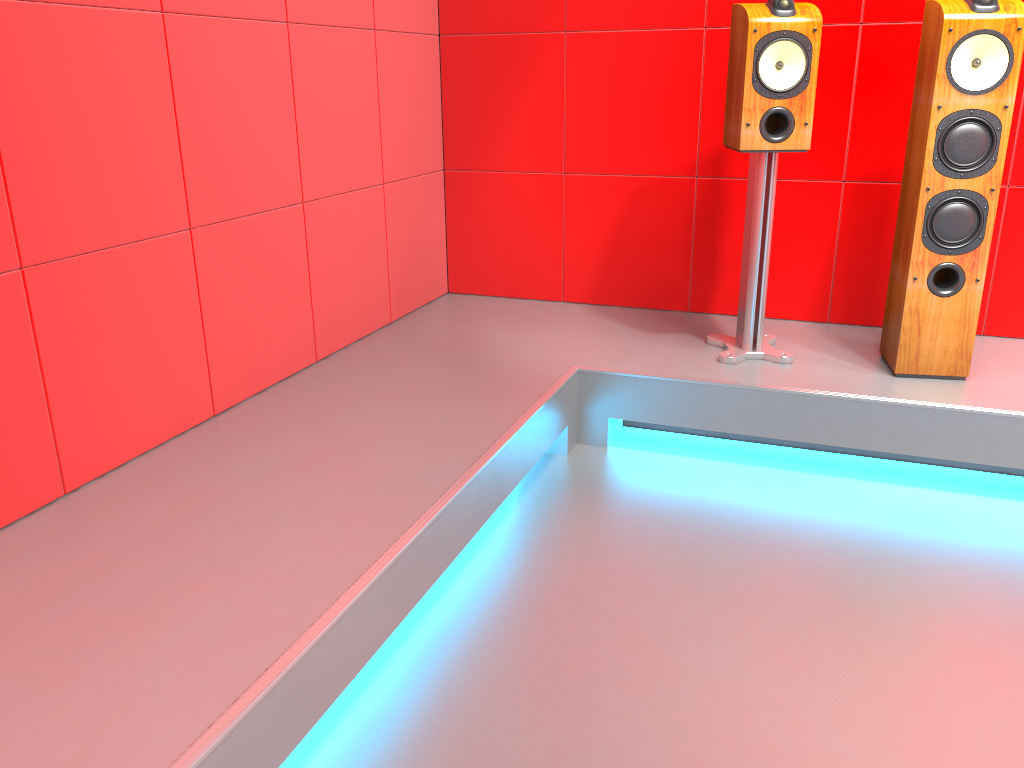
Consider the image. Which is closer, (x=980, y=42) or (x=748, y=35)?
(x=980, y=42)

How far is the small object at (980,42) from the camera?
2.3m

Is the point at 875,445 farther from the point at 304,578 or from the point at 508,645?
the point at 304,578

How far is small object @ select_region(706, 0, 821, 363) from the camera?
2.46m

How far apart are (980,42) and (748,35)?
0.6 meters

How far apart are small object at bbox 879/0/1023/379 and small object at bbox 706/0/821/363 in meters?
0.3

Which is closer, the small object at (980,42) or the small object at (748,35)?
the small object at (980,42)

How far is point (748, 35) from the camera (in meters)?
2.46

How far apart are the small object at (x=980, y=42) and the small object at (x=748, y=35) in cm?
29

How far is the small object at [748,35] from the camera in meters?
2.5 m
